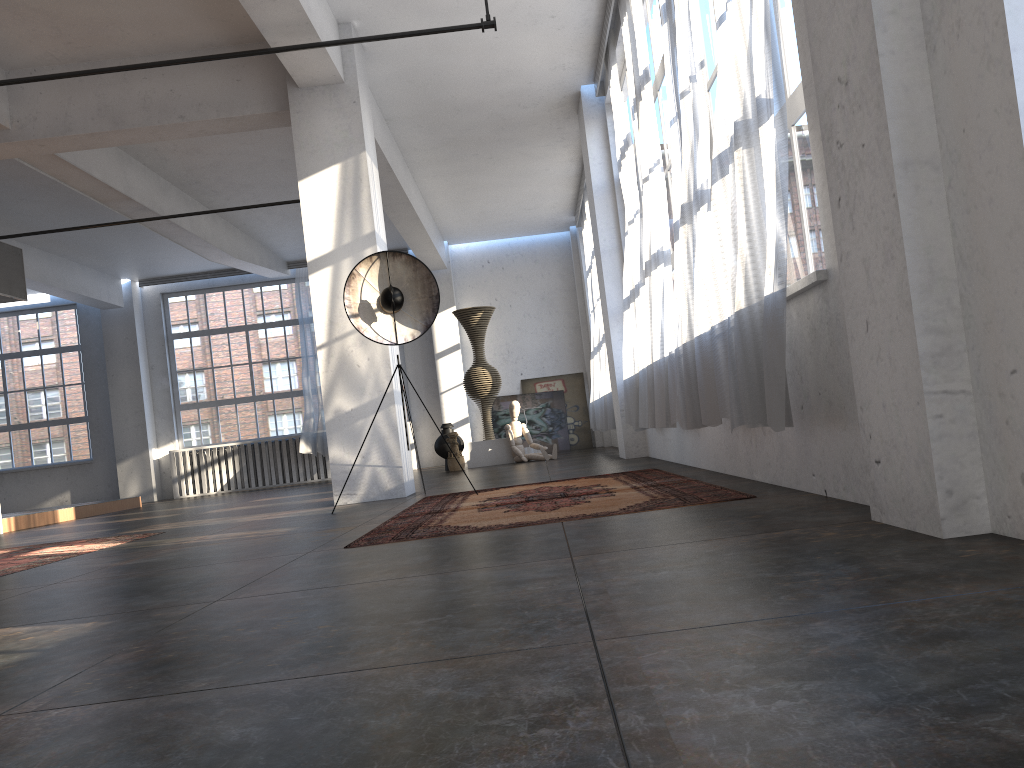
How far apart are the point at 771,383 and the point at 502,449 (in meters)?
9.50

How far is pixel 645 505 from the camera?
4.0m

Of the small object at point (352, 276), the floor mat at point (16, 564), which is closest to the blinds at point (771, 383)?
the small object at point (352, 276)

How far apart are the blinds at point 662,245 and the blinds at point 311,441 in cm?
932

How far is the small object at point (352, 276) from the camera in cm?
680

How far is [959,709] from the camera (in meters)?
1.05

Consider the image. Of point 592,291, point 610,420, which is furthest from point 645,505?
point 592,291

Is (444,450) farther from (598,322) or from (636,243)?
(636,243)

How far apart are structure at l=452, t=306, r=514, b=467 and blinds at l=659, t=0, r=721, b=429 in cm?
729

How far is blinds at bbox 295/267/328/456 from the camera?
15.5m
